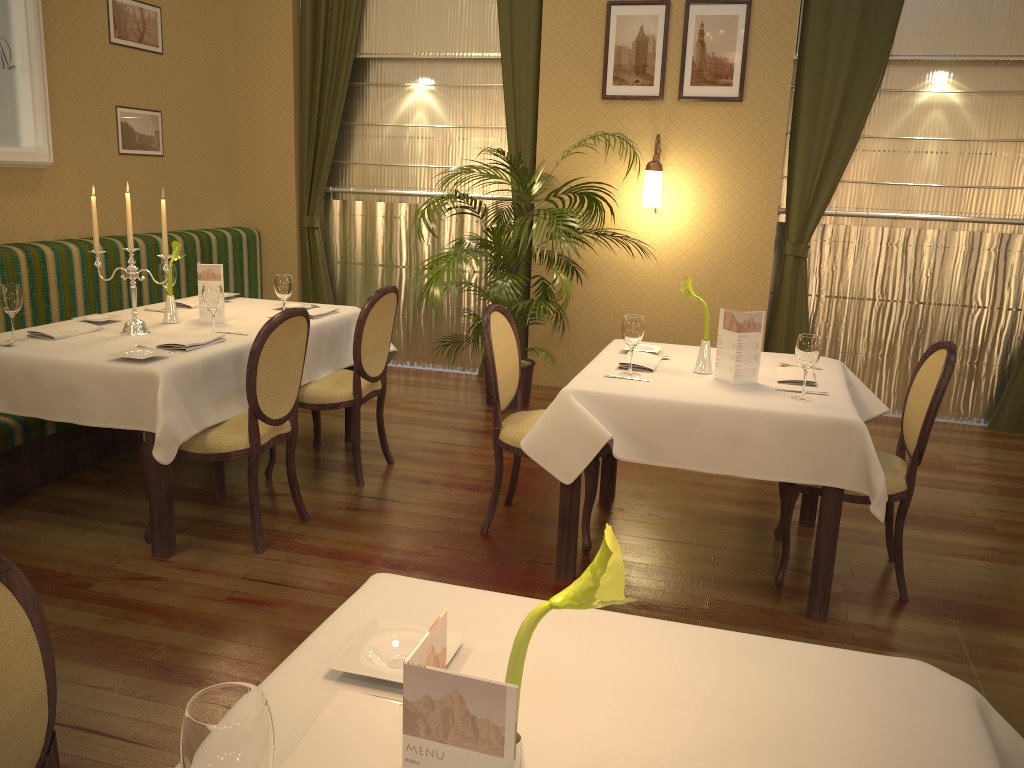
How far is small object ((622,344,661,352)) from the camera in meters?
3.9

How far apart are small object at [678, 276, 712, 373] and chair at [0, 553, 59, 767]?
2.6 meters

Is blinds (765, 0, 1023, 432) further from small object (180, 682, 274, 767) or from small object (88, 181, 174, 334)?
small object (180, 682, 274, 767)

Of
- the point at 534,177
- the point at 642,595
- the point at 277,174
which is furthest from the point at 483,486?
the point at 277,174

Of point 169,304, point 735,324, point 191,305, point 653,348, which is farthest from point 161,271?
point 735,324

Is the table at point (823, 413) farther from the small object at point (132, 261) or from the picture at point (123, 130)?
the picture at point (123, 130)

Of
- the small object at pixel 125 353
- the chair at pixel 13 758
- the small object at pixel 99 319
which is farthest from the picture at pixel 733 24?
the chair at pixel 13 758

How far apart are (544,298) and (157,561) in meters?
3.2

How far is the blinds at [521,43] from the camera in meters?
6.1 m

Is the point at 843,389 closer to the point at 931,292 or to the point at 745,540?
the point at 745,540
